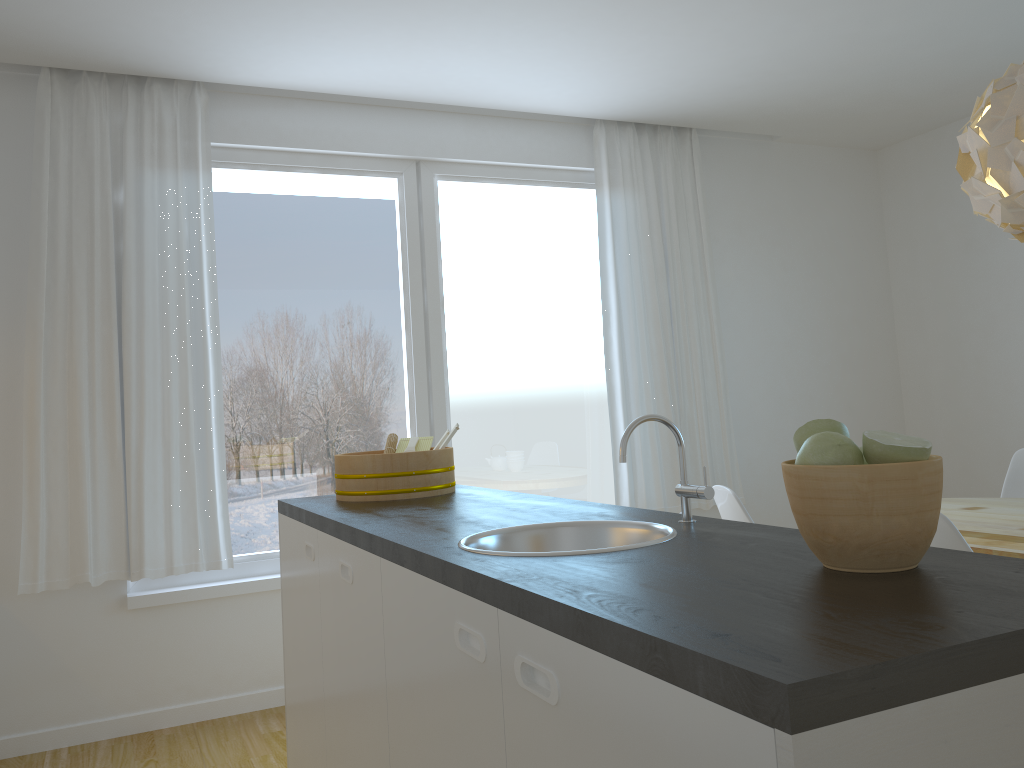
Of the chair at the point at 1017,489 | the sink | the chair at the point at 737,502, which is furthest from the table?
the sink

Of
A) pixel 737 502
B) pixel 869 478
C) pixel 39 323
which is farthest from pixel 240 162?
pixel 869 478

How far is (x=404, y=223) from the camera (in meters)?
4.32

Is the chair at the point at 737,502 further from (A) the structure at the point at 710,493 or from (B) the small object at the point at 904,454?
(B) the small object at the point at 904,454

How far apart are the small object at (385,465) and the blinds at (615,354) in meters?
1.7 m

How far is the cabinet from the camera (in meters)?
0.74

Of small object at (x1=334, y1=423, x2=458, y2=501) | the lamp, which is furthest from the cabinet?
the lamp

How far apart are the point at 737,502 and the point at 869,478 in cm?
177

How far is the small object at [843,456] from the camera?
1.2 meters

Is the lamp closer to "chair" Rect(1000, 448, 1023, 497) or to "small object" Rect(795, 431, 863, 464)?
"chair" Rect(1000, 448, 1023, 497)
